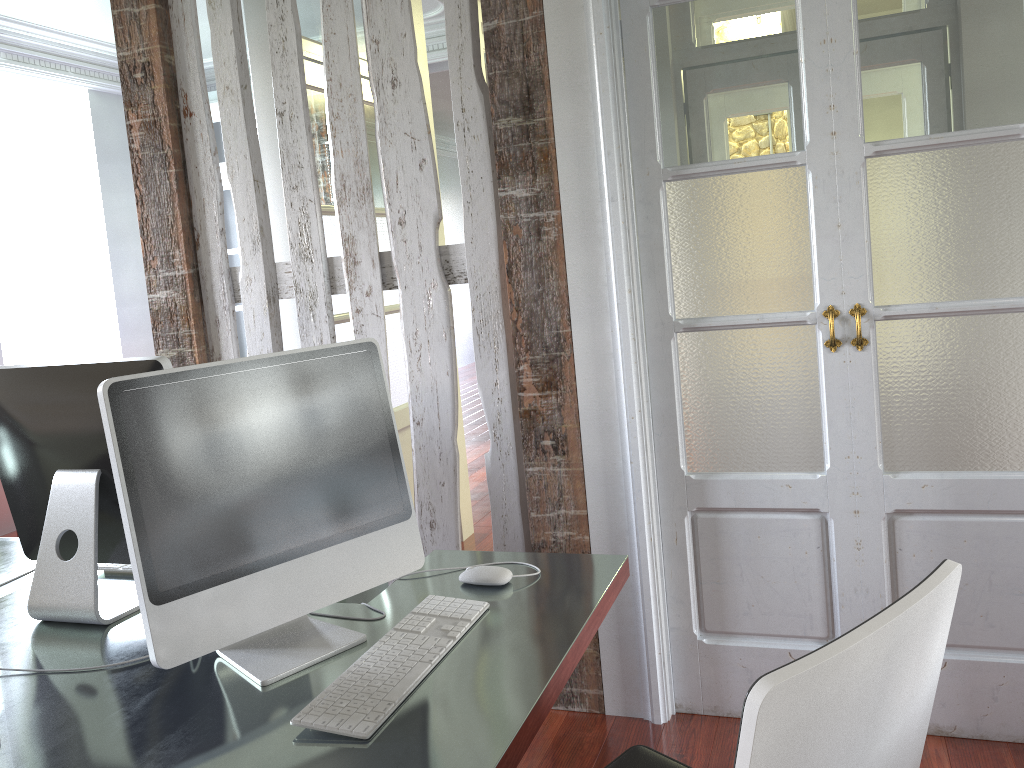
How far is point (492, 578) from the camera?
1.65m

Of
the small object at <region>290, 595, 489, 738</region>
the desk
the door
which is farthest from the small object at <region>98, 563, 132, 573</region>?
the door

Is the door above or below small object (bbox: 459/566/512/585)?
above

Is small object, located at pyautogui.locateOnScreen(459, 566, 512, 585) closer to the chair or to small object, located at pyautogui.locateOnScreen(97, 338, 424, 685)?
small object, located at pyautogui.locateOnScreen(97, 338, 424, 685)

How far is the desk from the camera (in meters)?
1.16

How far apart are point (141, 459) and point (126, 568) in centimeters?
79cm

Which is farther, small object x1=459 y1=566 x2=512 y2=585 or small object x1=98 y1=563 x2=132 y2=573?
small object x1=98 y1=563 x2=132 y2=573

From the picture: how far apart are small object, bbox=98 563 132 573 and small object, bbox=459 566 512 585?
0.8 meters

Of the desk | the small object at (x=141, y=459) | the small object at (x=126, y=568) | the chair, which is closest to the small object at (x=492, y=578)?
the desk

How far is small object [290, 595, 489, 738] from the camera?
1.2m
